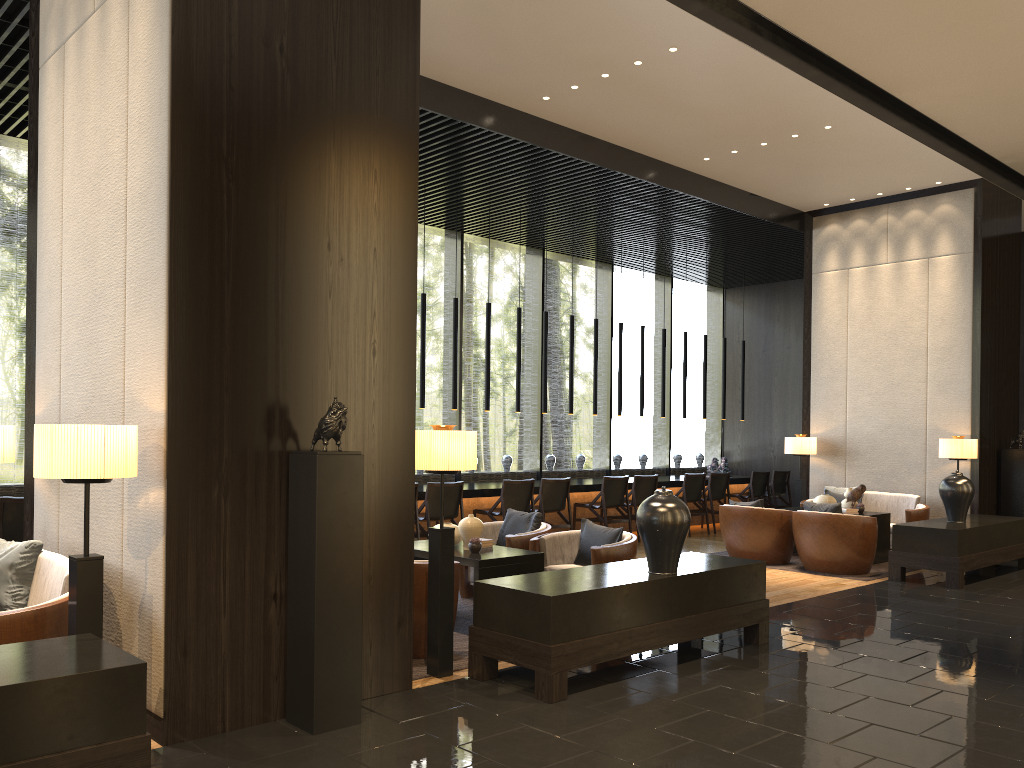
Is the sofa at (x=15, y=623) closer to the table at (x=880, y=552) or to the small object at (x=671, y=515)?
the small object at (x=671, y=515)

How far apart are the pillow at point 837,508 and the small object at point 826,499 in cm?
114

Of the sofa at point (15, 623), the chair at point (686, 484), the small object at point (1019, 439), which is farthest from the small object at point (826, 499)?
the sofa at point (15, 623)

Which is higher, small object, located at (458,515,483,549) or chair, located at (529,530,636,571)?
small object, located at (458,515,483,549)

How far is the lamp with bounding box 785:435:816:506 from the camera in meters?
10.8

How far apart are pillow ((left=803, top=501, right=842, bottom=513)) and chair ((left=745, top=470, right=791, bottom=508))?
4.60m

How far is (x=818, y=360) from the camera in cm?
1114

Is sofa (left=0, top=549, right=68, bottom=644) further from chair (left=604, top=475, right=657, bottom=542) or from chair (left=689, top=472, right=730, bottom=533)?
chair (left=689, top=472, right=730, bottom=533)

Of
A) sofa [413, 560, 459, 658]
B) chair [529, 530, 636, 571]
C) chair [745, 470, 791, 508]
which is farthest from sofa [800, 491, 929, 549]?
sofa [413, 560, 459, 658]

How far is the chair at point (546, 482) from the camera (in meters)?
9.81
